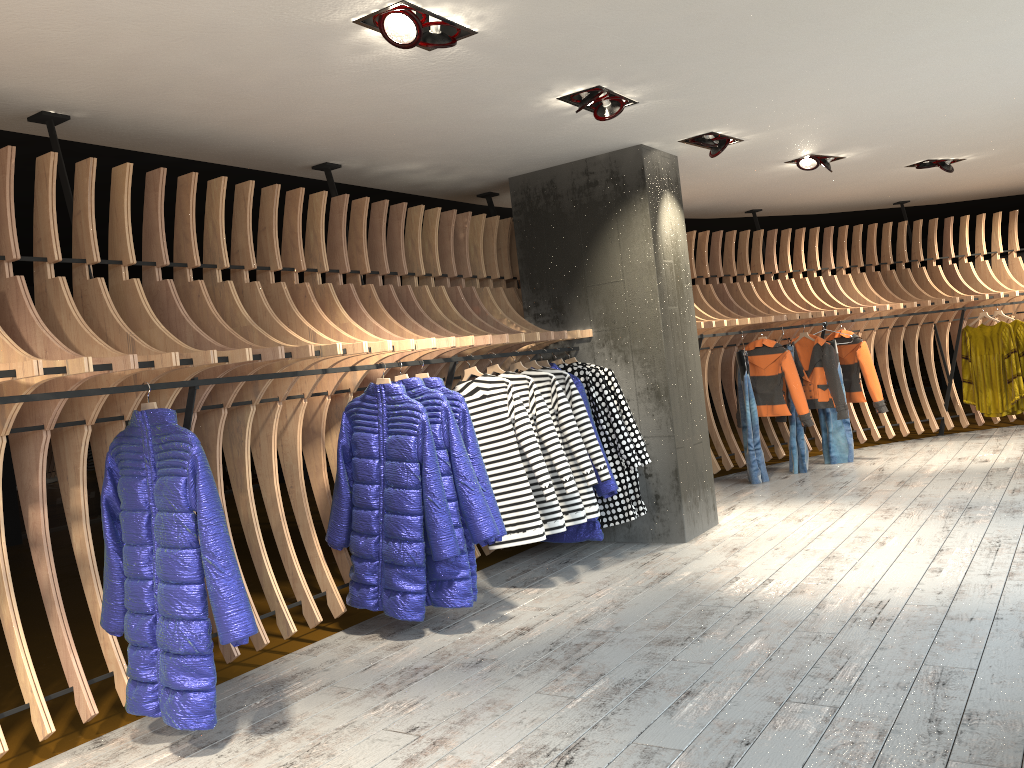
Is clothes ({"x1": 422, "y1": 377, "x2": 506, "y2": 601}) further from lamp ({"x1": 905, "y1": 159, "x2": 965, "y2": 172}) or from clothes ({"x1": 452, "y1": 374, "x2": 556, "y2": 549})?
lamp ({"x1": 905, "y1": 159, "x2": 965, "y2": 172})

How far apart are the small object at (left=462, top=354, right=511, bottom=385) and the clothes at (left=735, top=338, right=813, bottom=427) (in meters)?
4.14

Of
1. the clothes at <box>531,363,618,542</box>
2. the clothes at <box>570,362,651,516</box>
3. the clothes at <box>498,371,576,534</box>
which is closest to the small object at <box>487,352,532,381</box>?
the clothes at <box>498,371,576,534</box>

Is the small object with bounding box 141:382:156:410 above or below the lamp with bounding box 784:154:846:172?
below

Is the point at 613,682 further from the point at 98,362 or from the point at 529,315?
the point at 529,315

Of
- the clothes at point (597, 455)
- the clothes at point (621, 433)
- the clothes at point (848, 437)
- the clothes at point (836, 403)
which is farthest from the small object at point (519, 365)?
the clothes at point (848, 437)

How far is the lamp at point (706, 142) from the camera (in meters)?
6.08

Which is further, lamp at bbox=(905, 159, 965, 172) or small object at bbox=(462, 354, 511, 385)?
lamp at bbox=(905, 159, 965, 172)

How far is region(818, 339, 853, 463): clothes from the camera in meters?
9.0

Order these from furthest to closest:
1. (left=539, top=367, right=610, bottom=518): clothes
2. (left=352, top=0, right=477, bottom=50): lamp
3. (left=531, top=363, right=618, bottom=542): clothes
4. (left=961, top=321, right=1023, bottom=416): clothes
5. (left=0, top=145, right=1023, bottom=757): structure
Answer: (left=961, top=321, right=1023, bottom=416): clothes < (left=531, top=363, right=618, bottom=542): clothes < (left=539, top=367, right=610, bottom=518): clothes < (left=0, top=145, right=1023, bottom=757): structure < (left=352, top=0, right=477, bottom=50): lamp
